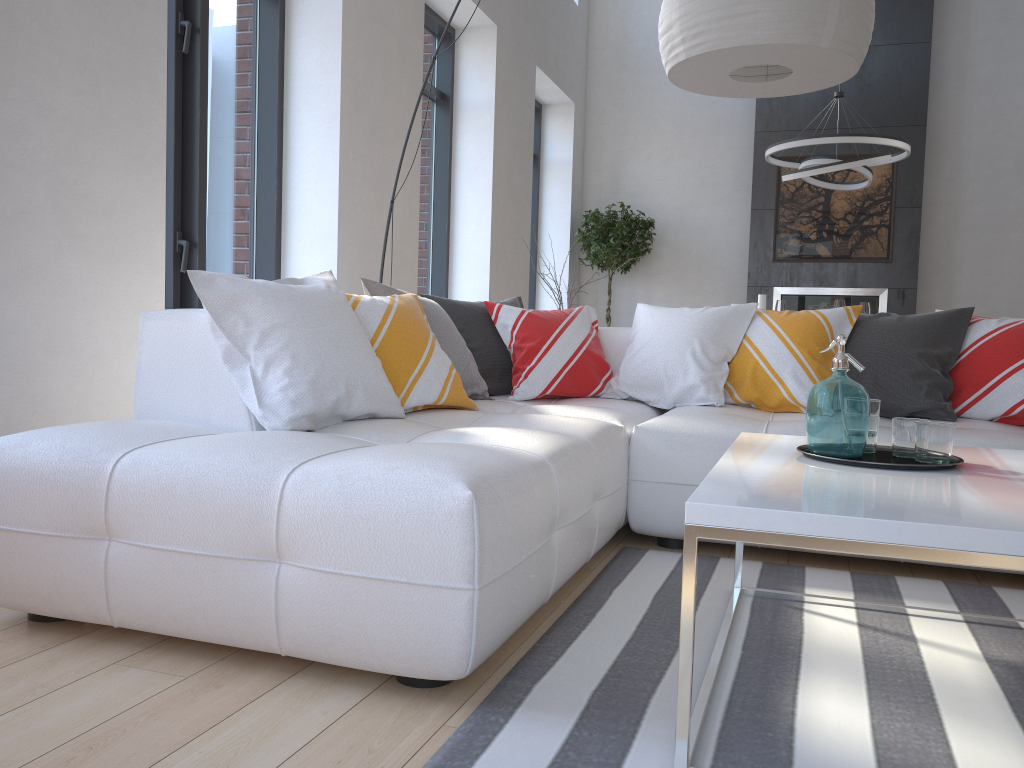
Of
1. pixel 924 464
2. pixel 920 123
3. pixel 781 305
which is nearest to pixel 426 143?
pixel 781 305

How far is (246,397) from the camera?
2.3 meters

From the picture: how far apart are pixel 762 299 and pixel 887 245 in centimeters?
482cm

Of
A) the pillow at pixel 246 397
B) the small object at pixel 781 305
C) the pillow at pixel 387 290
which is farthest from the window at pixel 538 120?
the pillow at pixel 387 290

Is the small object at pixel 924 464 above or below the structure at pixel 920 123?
below

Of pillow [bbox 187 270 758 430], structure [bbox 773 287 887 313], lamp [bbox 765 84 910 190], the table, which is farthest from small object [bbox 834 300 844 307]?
the table

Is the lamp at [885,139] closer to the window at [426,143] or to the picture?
the picture

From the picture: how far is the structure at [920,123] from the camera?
8.0m

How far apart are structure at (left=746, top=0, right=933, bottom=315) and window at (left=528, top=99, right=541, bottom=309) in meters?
2.1

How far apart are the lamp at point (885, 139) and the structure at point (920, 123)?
1.4 meters
